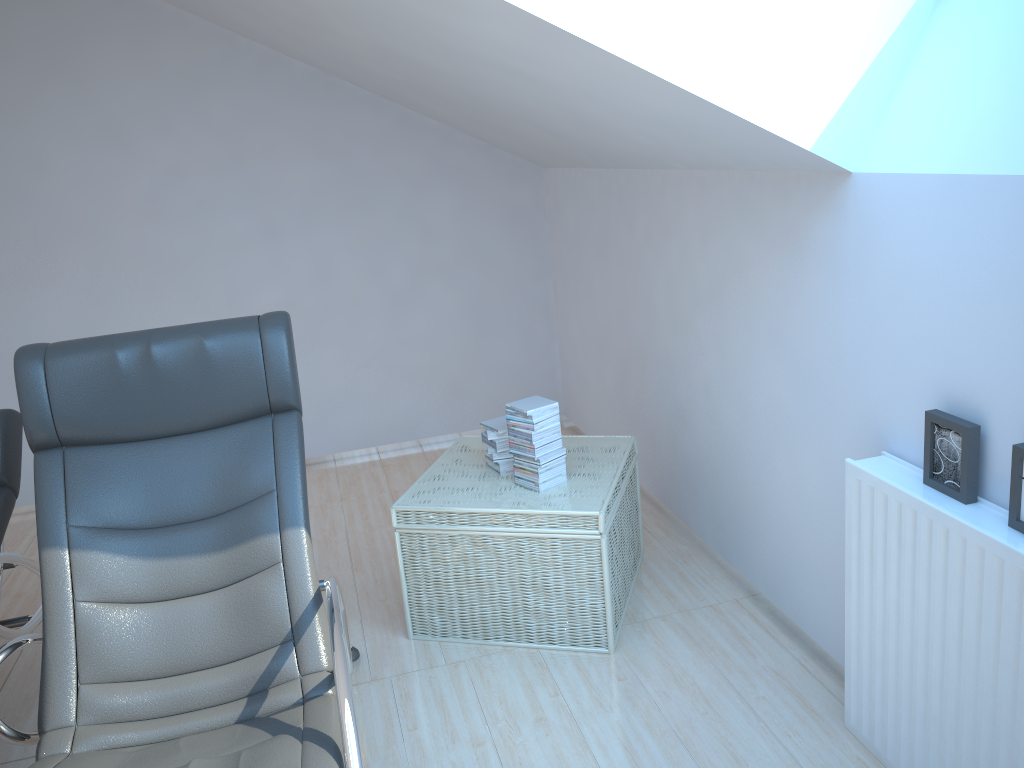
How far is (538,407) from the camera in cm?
297

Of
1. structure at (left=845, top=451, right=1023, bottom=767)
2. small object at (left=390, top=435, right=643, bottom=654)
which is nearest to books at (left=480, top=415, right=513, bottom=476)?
small object at (left=390, top=435, right=643, bottom=654)

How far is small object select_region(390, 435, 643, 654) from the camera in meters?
2.9 m

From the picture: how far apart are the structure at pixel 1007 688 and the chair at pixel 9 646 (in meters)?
1.30

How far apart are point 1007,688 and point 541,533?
1.4 meters

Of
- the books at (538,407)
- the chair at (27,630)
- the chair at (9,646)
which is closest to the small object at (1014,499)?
the books at (538,407)

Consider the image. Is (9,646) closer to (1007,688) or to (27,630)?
(27,630)

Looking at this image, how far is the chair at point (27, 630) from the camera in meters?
2.8 m

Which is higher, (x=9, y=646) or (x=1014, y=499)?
(x=1014, y=499)

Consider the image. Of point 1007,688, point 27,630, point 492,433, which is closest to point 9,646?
point 27,630
